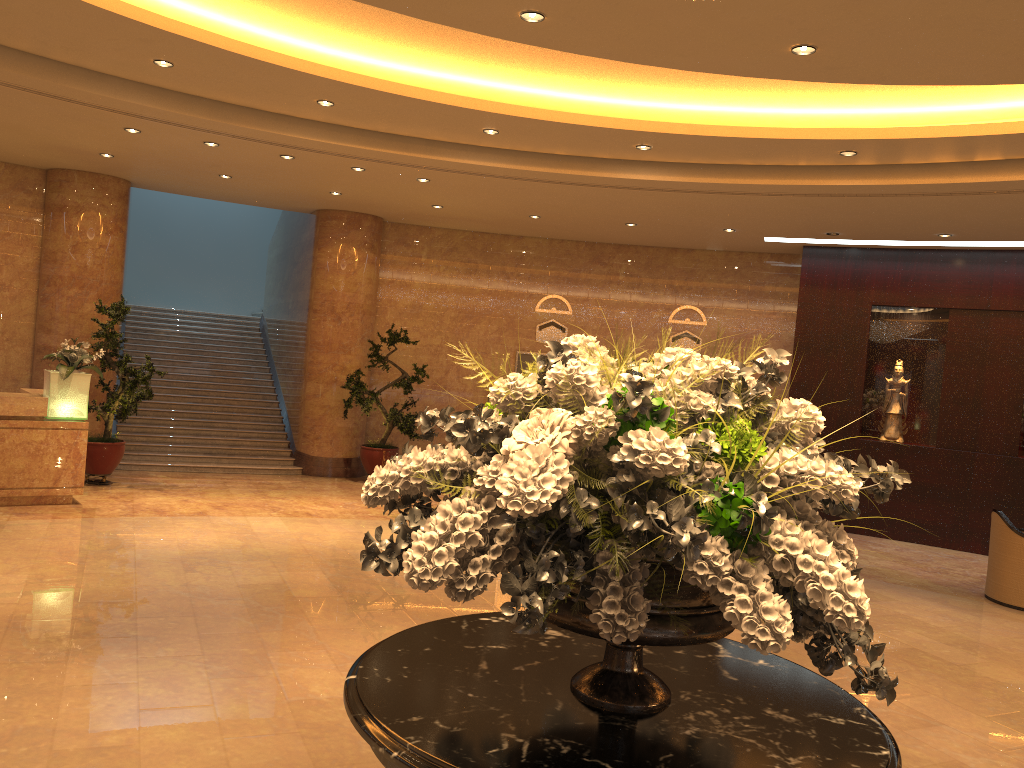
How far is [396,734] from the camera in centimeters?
204cm

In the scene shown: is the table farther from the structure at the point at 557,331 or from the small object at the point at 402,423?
the structure at the point at 557,331

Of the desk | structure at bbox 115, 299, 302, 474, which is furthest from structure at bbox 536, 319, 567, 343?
the desk

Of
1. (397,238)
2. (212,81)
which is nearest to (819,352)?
(397,238)

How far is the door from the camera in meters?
14.2

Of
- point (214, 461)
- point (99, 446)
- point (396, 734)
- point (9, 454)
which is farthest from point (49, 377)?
point (396, 734)

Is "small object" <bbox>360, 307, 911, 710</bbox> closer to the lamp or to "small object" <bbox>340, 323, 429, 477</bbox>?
the lamp

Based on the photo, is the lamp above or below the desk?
above

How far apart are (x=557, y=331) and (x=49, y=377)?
7.4m

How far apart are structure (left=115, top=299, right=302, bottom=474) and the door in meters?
4.0
